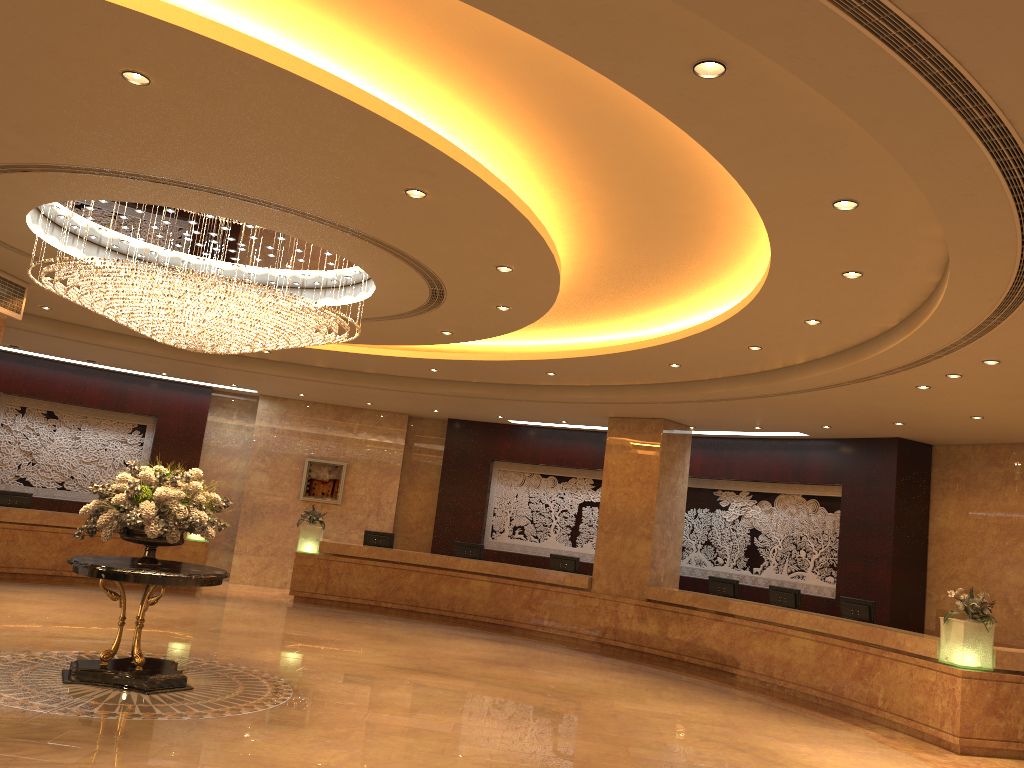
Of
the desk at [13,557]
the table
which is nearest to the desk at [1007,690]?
the desk at [13,557]

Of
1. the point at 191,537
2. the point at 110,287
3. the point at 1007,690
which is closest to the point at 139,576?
the point at 110,287

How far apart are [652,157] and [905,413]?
7.4 meters

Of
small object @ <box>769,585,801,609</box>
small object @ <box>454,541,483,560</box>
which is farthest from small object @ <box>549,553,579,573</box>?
small object @ <box>769,585,801,609</box>

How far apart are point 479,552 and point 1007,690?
9.3m

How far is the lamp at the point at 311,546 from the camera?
16.7m

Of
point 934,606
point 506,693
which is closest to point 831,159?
point 506,693

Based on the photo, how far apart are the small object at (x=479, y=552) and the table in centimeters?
839cm

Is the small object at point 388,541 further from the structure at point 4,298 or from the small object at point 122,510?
the small object at point 122,510

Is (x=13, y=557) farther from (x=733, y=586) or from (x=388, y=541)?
(x=733, y=586)
